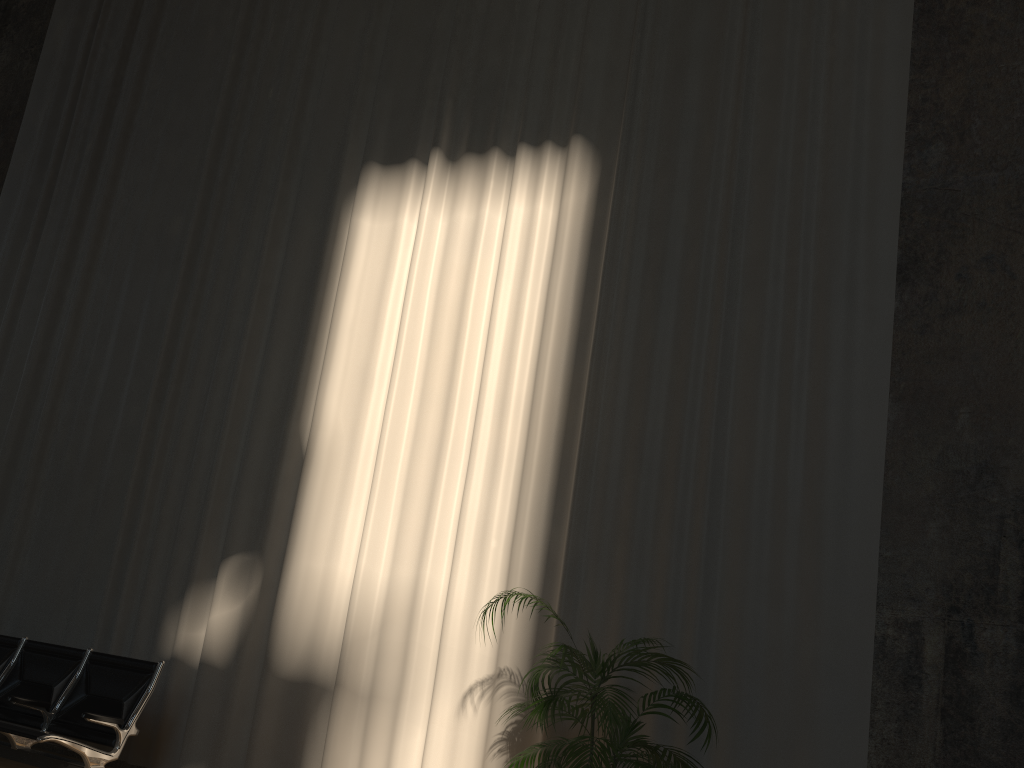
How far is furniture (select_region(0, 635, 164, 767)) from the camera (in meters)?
4.67

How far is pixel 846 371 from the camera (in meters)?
4.62

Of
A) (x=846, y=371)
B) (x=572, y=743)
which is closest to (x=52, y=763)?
(x=572, y=743)

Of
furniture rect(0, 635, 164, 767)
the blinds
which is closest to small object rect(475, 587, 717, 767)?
the blinds

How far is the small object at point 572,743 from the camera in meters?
3.5 m

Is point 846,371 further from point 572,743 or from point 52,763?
point 52,763

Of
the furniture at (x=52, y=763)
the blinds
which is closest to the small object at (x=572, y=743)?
the blinds

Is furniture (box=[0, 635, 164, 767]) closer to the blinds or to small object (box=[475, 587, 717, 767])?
the blinds

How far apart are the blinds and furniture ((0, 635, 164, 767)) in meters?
0.7 m

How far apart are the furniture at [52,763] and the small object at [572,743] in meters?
2.2 m
